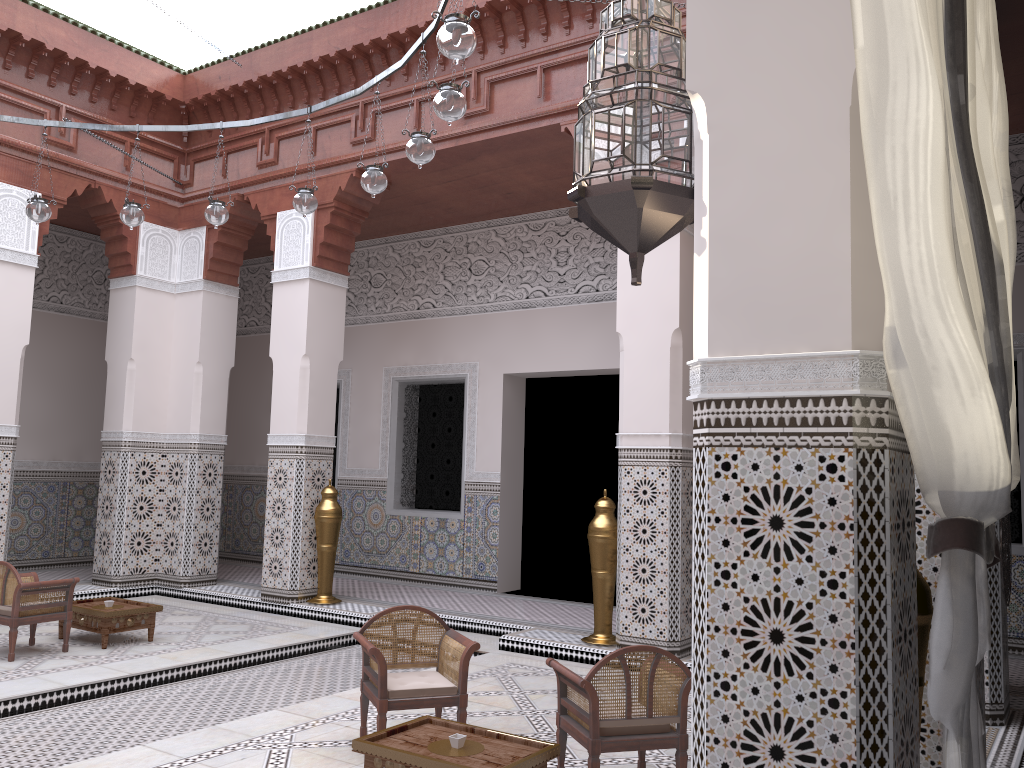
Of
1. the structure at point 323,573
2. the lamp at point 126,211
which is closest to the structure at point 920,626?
the lamp at point 126,211

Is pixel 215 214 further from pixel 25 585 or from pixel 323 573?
pixel 323 573

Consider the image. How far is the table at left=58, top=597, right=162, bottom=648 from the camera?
3.1m

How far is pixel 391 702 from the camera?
2.0 meters

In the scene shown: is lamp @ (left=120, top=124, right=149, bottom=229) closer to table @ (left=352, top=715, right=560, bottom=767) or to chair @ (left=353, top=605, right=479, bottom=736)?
chair @ (left=353, top=605, right=479, bottom=736)

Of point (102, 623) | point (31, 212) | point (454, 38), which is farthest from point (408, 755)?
point (31, 212)

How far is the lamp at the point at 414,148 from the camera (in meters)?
2.30

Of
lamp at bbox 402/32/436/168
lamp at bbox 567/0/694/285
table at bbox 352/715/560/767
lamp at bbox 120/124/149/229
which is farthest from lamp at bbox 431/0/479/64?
lamp at bbox 120/124/149/229

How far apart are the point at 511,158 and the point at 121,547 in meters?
2.6

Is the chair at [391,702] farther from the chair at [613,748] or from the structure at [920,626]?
the structure at [920,626]
